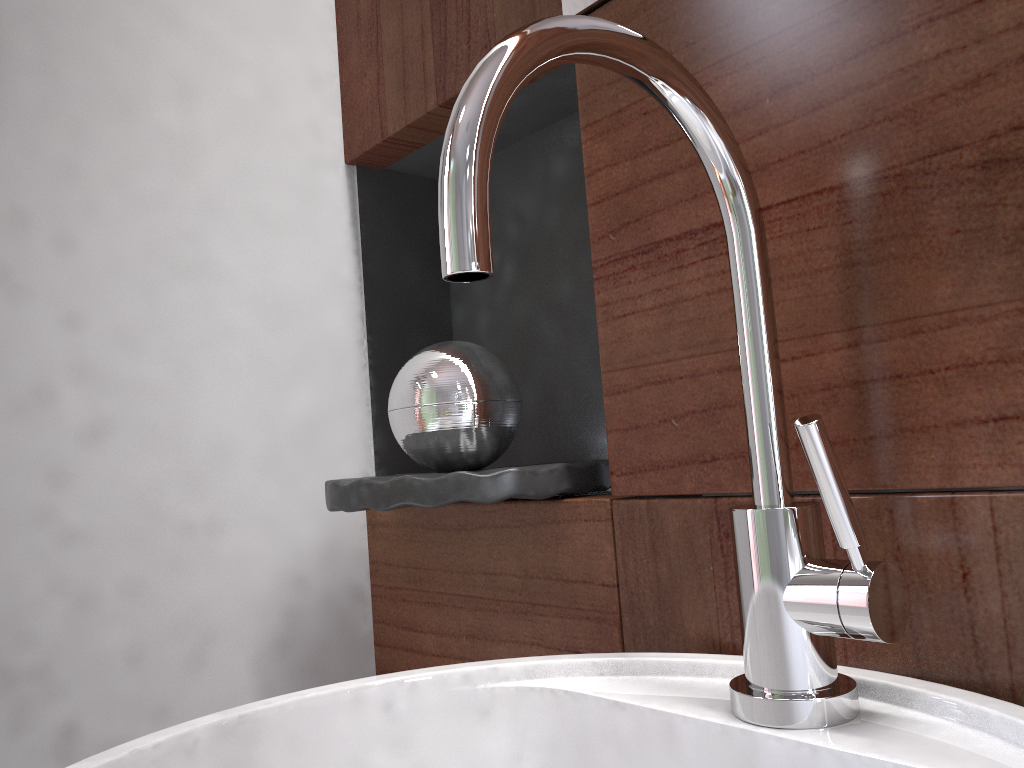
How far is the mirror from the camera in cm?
58

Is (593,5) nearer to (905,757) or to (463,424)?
(463,424)

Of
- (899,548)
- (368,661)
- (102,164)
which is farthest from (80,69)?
(899,548)

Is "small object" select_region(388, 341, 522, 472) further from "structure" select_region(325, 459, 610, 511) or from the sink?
the sink

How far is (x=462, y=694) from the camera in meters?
0.5 m

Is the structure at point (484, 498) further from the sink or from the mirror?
the mirror

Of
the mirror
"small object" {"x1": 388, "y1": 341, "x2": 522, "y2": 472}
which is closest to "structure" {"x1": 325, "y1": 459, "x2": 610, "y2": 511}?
"small object" {"x1": 388, "y1": 341, "x2": 522, "y2": 472}

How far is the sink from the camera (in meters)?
0.34

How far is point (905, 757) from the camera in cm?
34

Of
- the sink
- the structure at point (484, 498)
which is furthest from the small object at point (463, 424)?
the sink
